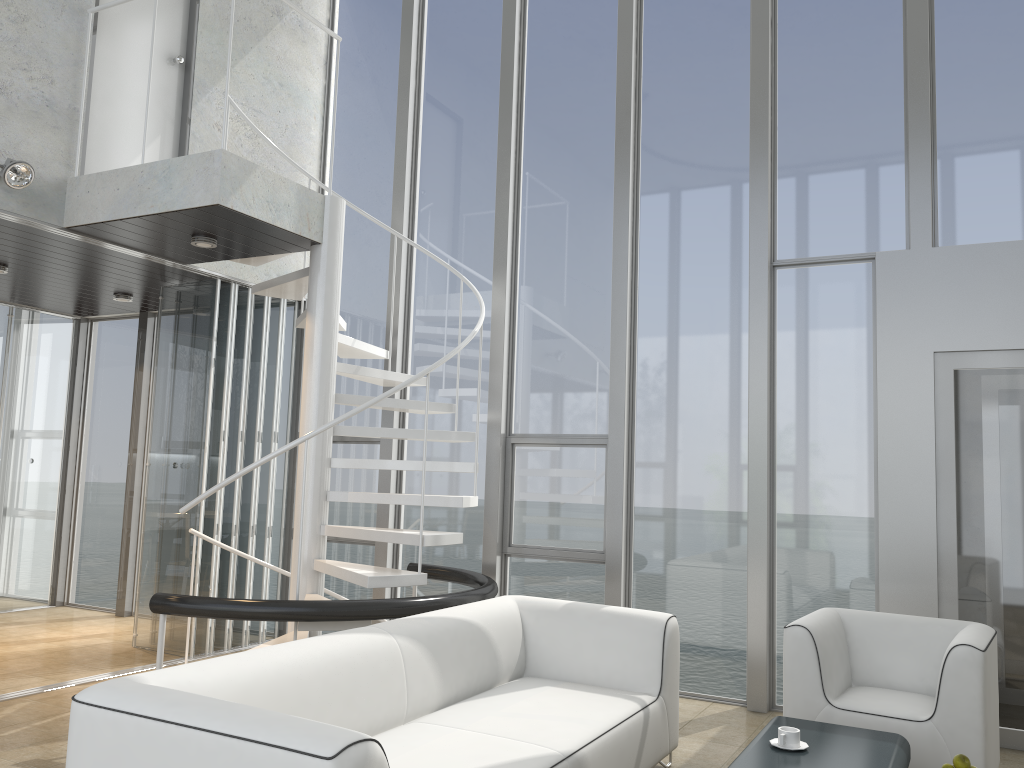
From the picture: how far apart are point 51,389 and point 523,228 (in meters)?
4.81

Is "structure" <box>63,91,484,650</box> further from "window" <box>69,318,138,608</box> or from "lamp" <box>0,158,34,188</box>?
"window" <box>69,318,138,608</box>

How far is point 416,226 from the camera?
6.9 meters

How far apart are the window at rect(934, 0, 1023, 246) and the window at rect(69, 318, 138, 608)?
6.7m

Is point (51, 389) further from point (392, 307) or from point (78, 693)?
point (78, 693)

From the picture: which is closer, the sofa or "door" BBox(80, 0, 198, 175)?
the sofa

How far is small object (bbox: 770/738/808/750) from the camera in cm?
315

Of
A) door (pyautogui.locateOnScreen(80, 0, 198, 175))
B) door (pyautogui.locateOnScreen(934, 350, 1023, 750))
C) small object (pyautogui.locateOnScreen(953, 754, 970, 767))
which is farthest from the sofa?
door (pyautogui.locateOnScreen(80, 0, 198, 175))

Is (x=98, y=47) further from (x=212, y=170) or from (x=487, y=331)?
(x=487, y=331)

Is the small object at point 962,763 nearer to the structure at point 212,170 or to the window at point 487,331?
the structure at point 212,170
